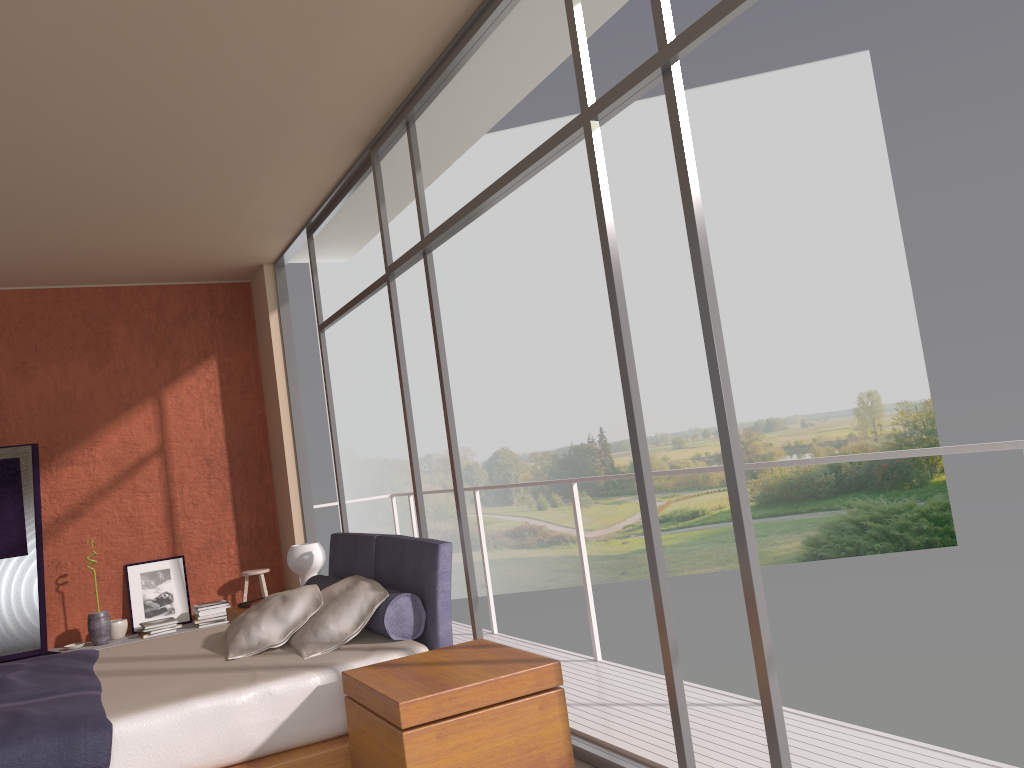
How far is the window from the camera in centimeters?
263cm

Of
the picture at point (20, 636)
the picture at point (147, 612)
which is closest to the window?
the picture at point (147, 612)

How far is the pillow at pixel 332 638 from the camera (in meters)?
3.62

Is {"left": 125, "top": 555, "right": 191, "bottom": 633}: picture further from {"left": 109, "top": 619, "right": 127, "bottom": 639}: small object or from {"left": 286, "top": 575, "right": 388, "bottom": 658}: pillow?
{"left": 286, "top": 575, "right": 388, "bottom": 658}: pillow

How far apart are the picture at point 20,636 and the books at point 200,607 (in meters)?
1.13

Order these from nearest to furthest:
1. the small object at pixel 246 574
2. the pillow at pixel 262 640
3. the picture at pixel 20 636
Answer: the pillow at pixel 262 640 < the picture at pixel 20 636 < the small object at pixel 246 574

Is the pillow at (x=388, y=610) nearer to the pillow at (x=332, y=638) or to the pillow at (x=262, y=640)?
the pillow at (x=332, y=638)

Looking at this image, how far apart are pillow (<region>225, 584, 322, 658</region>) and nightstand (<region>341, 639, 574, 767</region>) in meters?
0.7

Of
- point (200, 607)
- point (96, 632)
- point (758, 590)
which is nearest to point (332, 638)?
point (758, 590)

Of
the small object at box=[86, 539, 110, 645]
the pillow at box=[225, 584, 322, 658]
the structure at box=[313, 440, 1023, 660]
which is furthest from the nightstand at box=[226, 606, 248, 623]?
the small object at box=[86, 539, 110, 645]
